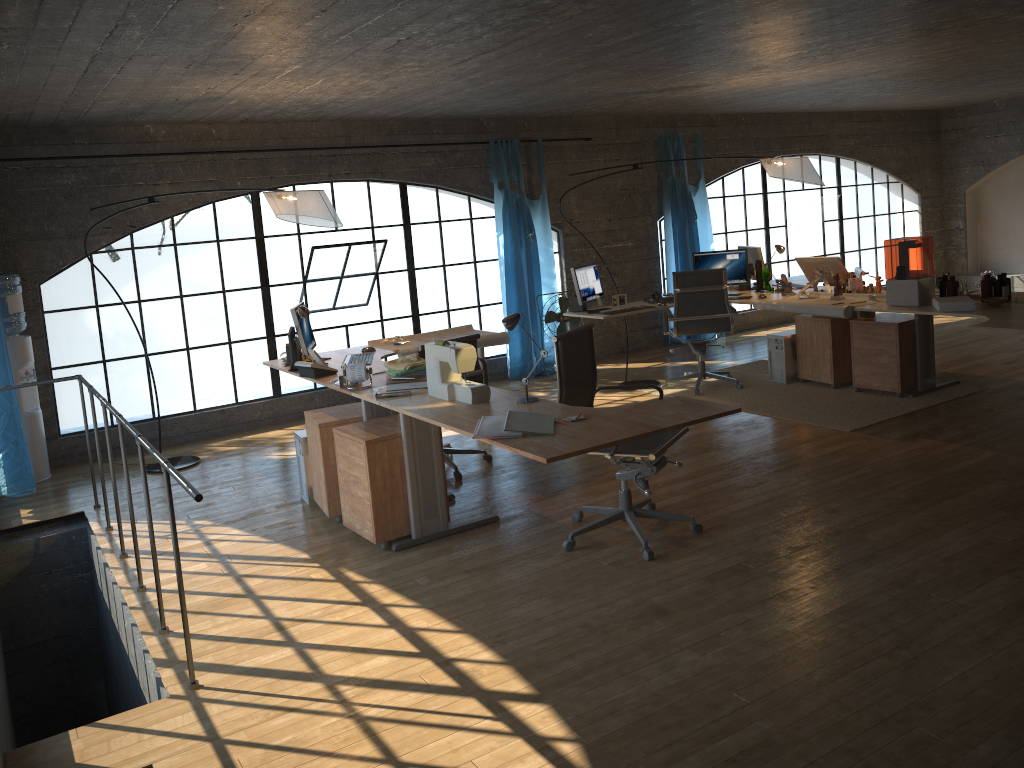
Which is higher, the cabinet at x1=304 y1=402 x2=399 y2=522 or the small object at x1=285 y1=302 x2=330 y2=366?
the small object at x1=285 y1=302 x2=330 y2=366

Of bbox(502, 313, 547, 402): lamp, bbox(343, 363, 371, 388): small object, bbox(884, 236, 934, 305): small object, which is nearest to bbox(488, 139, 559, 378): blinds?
bbox(884, 236, 934, 305): small object

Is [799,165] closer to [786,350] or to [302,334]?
[786,350]

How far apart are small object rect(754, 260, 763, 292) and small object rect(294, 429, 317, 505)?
4.27m

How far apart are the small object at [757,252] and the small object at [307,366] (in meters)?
4.09

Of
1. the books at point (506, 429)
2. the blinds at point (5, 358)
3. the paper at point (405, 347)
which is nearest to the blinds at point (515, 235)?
the paper at point (405, 347)

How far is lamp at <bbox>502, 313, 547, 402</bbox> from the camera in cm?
401

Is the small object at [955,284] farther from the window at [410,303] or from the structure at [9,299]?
the structure at [9,299]

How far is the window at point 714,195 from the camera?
13.0m

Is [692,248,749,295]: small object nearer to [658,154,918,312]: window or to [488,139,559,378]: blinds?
[488,139,559,378]: blinds
